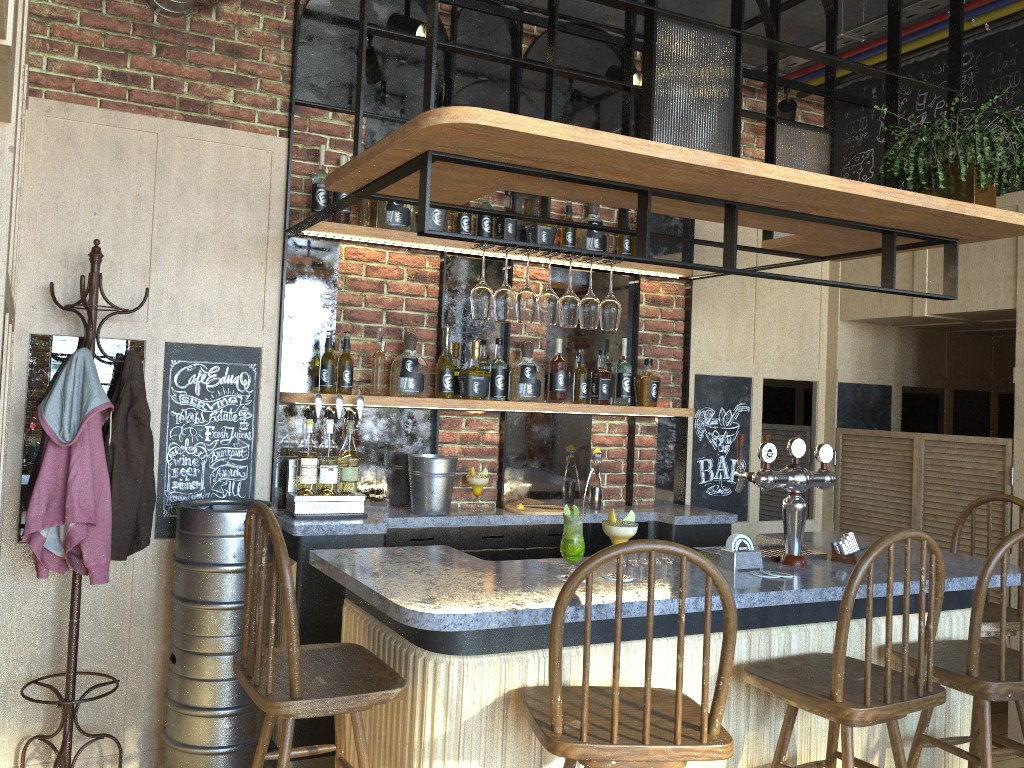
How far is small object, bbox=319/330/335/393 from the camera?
3.6 meters

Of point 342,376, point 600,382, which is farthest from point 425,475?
point 600,382

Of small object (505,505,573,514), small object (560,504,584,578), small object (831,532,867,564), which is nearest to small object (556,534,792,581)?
small object (831,532,867,564)

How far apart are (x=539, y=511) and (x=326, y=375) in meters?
1.1

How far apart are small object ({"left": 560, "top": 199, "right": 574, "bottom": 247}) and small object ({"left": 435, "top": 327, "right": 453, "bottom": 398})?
0.80m

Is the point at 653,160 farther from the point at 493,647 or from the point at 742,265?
the point at 742,265

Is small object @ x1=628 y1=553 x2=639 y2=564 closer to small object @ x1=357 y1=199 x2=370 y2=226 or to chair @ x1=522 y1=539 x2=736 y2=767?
chair @ x1=522 y1=539 x2=736 y2=767

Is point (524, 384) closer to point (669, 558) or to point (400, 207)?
point (400, 207)

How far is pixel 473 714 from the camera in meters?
2.2 m

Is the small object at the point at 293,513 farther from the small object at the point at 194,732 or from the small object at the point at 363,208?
the small object at the point at 363,208
